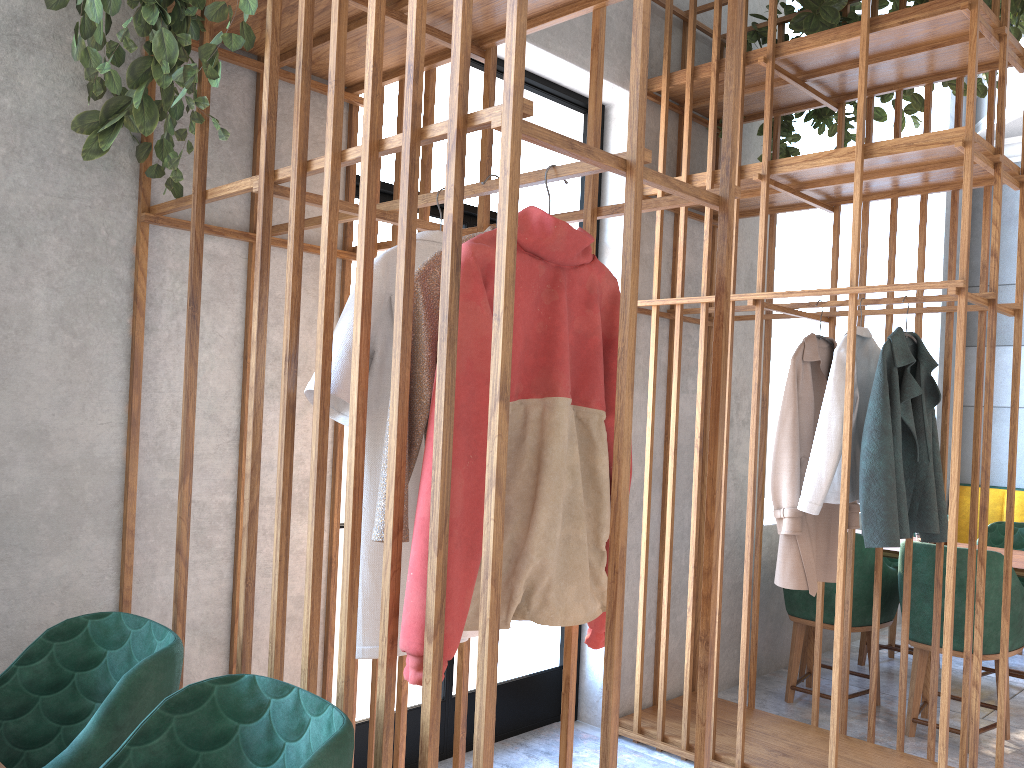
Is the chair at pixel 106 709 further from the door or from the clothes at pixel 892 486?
the clothes at pixel 892 486

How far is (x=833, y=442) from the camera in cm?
315

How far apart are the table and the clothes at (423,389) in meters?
3.3 m

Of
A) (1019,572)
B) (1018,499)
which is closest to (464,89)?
(1019,572)

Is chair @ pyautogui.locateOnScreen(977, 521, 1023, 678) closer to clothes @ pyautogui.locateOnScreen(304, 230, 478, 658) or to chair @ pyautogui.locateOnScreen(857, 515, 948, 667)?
chair @ pyautogui.locateOnScreen(857, 515, 948, 667)

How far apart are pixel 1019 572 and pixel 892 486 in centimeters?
132cm

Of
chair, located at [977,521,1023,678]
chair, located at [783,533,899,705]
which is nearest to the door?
chair, located at [783,533,899,705]

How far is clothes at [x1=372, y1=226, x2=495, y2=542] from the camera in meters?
1.7 m

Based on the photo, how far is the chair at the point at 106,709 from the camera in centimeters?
158cm

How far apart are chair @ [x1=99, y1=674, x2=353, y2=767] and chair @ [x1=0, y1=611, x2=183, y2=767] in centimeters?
11cm
